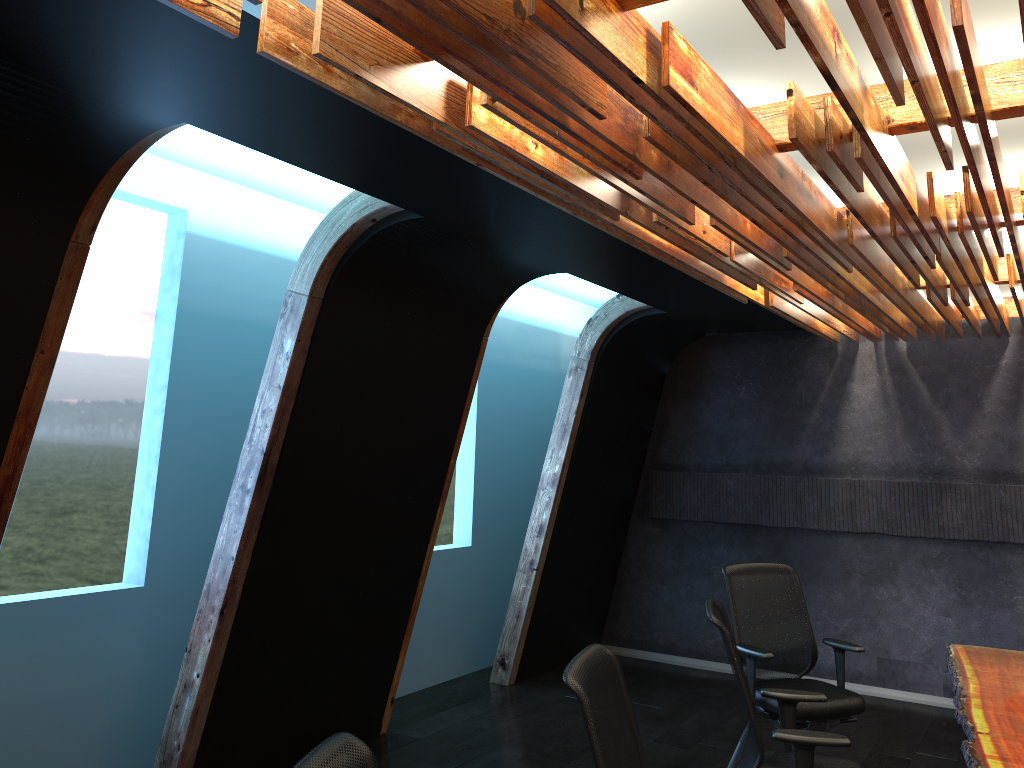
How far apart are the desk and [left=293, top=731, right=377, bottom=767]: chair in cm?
243

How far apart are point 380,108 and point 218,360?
3.3 meters

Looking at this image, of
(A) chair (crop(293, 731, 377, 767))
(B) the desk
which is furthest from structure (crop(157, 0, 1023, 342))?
(B) the desk

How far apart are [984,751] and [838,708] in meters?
1.7

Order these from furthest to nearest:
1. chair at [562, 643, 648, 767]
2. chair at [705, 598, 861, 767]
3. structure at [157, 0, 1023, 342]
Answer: chair at [705, 598, 861, 767] < chair at [562, 643, 648, 767] < structure at [157, 0, 1023, 342]

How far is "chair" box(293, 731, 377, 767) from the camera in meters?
1.9 m

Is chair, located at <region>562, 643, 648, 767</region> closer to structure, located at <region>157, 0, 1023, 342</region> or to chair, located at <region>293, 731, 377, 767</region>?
chair, located at <region>293, 731, 377, 767</region>

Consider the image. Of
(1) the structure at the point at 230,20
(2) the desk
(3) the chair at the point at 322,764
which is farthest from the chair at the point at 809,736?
(3) the chair at the point at 322,764

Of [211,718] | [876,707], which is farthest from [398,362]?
[876,707]

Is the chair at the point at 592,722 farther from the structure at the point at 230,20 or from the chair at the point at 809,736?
the structure at the point at 230,20
